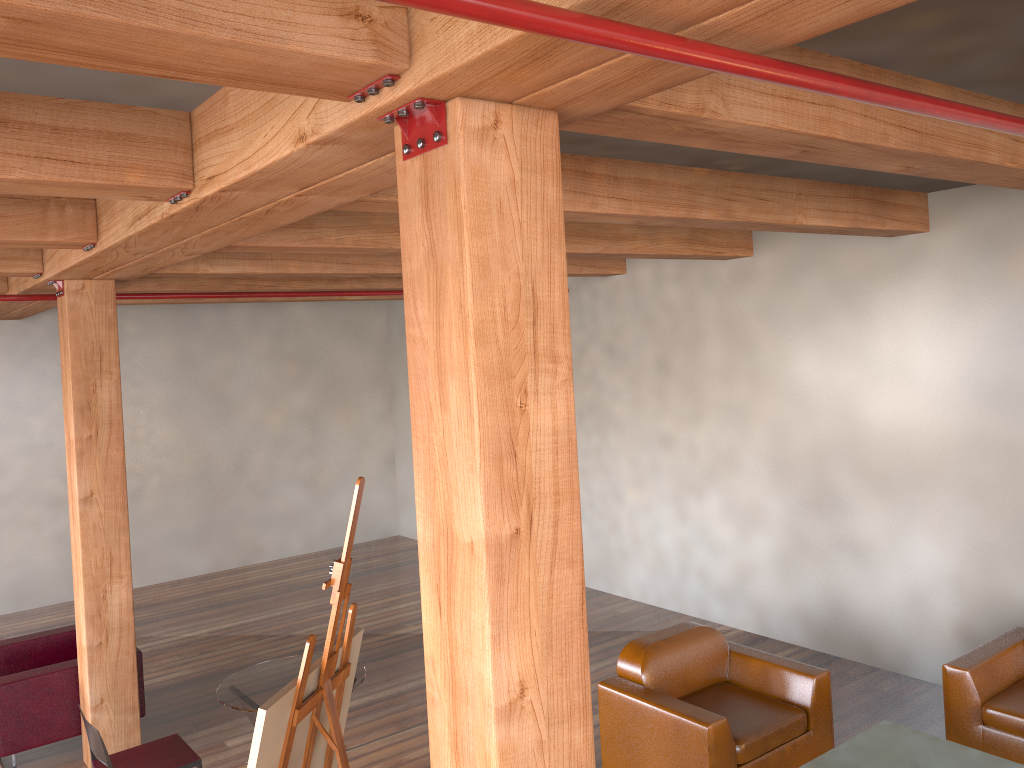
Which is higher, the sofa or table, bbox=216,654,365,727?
table, bbox=216,654,365,727

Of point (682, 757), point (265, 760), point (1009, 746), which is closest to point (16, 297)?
point (265, 760)

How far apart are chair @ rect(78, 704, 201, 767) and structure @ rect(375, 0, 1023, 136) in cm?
372

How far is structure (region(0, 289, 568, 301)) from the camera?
6.04m

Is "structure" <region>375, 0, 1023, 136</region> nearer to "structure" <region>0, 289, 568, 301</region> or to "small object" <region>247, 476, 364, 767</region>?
"small object" <region>247, 476, 364, 767</region>

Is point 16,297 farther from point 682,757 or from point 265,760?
point 682,757

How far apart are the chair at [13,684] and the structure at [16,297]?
2.48m

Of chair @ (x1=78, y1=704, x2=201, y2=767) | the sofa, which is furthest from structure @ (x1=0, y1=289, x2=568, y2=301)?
the sofa

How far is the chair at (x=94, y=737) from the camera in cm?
390

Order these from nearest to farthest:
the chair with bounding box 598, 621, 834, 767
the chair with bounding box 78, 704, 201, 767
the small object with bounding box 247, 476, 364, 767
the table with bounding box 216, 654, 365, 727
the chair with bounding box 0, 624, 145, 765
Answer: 1. the small object with bounding box 247, 476, 364, 767
2. the chair with bounding box 78, 704, 201, 767
3. the table with bounding box 216, 654, 365, 727
4. the chair with bounding box 598, 621, 834, 767
5. the chair with bounding box 0, 624, 145, 765
